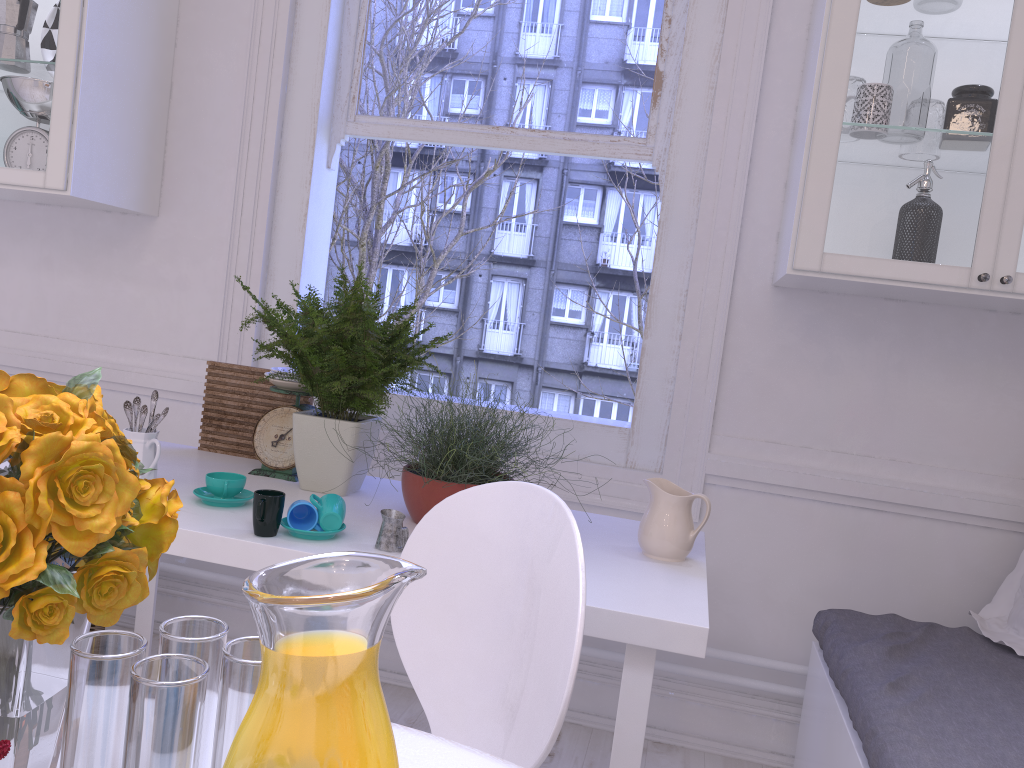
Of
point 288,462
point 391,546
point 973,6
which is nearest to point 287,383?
point 288,462

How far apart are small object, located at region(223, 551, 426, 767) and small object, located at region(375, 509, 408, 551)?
1.0 meters

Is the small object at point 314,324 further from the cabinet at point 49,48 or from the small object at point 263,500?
the cabinet at point 49,48

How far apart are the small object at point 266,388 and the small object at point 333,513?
0.6m

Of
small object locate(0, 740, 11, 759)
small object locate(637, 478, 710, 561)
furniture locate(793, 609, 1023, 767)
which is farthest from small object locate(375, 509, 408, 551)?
small object locate(0, 740, 11, 759)

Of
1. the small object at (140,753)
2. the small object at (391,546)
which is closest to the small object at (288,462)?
the small object at (391,546)

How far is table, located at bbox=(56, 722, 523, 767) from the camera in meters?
0.8

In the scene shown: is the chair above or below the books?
above

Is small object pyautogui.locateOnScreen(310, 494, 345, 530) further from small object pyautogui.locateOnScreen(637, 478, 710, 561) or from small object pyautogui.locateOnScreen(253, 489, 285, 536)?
small object pyautogui.locateOnScreen(637, 478, 710, 561)

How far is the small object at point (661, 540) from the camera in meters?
1.8
